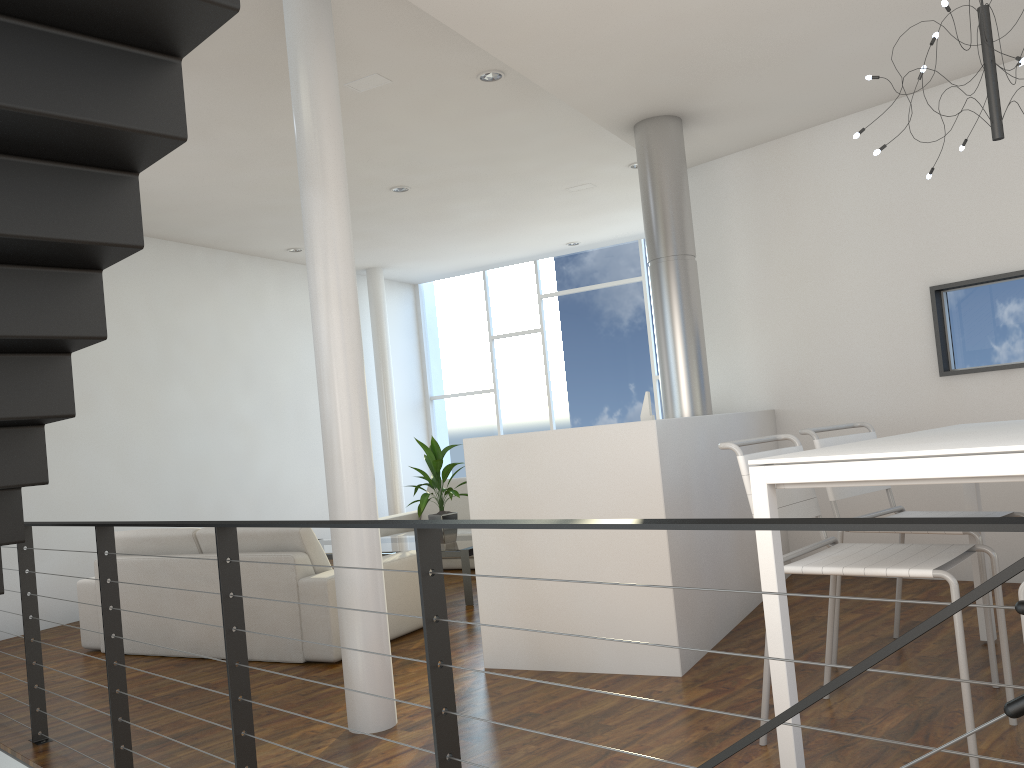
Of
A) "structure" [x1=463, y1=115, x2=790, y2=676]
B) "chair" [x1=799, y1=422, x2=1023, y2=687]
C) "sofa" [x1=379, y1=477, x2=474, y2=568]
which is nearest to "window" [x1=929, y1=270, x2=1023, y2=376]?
"structure" [x1=463, y1=115, x2=790, y2=676]

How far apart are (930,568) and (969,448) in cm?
43

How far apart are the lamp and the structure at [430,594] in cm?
158

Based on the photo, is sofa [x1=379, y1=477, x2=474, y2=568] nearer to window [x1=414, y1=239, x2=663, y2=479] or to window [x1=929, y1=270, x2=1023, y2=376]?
window [x1=414, y1=239, x2=663, y2=479]

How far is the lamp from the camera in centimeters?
230cm

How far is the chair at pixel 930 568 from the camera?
2.0m

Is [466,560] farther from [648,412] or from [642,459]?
[642,459]

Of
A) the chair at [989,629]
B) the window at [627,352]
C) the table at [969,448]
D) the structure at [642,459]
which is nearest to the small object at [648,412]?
the structure at [642,459]

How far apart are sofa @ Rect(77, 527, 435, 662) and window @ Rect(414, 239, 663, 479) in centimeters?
391cm

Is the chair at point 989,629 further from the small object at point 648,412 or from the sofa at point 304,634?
the sofa at point 304,634
